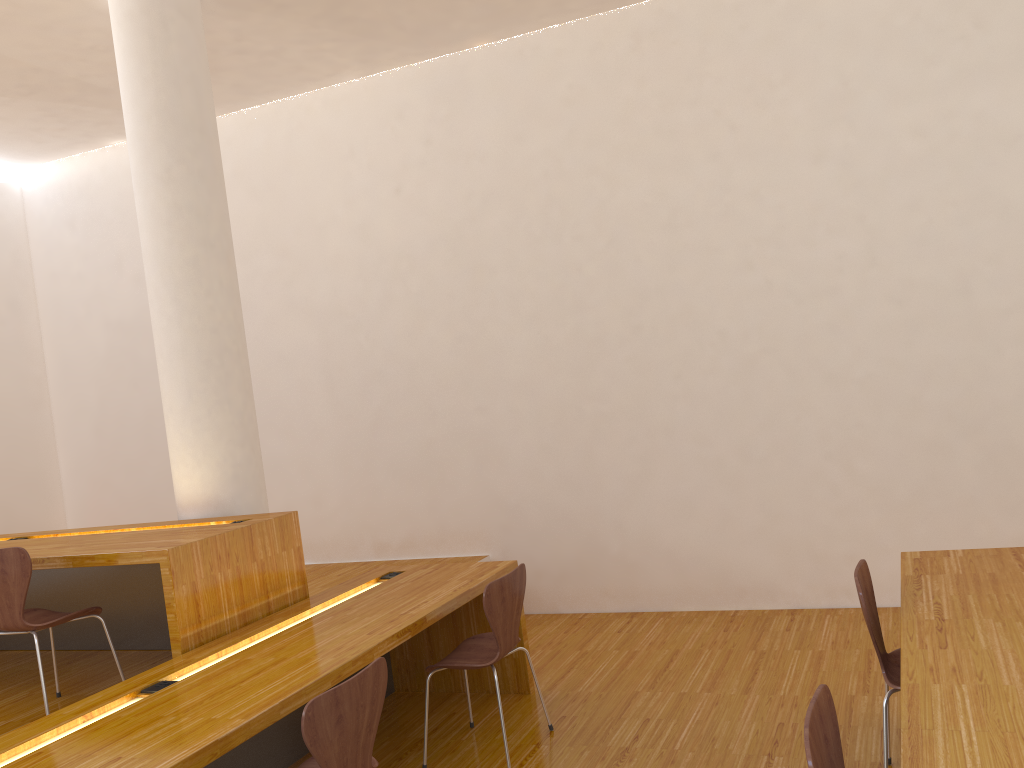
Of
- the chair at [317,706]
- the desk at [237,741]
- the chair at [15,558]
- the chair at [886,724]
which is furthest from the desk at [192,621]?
the chair at [886,724]

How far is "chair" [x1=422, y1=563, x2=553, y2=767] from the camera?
3.28m

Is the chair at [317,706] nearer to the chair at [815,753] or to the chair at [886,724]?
the chair at [815,753]

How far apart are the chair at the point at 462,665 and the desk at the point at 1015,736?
1.4 meters

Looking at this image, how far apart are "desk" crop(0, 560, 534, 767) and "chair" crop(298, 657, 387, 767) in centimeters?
17cm

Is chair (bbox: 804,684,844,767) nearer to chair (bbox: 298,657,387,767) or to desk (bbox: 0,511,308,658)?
chair (bbox: 298,657,387,767)

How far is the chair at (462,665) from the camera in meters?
3.3 m

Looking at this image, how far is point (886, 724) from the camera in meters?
2.6

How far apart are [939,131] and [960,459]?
1.6 meters

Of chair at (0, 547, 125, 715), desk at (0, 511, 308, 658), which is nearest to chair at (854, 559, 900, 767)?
desk at (0, 511, 308, 658)
